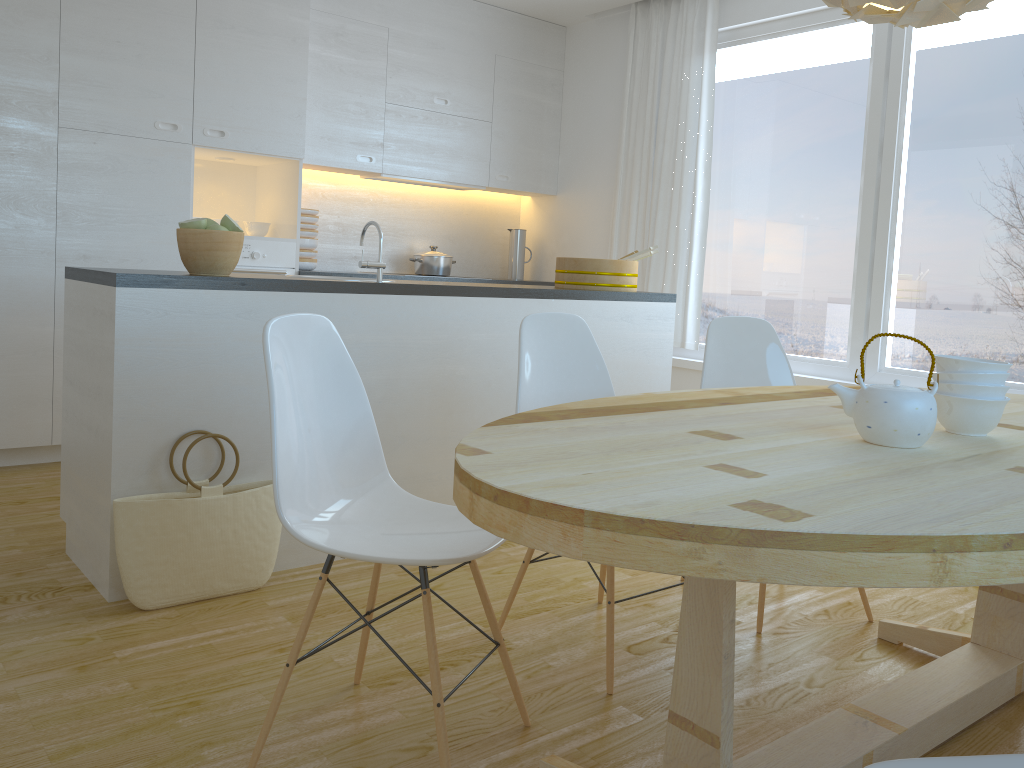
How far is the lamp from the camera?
1.8 meters

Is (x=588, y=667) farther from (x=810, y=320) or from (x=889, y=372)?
(x=810, y=320)

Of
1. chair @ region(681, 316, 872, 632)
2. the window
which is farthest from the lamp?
the window

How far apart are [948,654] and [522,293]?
1.9m

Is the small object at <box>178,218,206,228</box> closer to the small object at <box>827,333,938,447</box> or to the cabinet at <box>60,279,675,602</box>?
the cabinet at <box>60,279,675,602</box>

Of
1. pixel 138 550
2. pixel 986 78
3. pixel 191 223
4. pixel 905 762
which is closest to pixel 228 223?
pixel 191 223

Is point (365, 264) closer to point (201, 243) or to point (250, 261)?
point (201, 243)

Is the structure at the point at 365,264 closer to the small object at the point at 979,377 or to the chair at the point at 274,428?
the chair at the point at 274,428

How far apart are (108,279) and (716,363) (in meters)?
1.92

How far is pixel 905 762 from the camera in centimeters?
105cm
